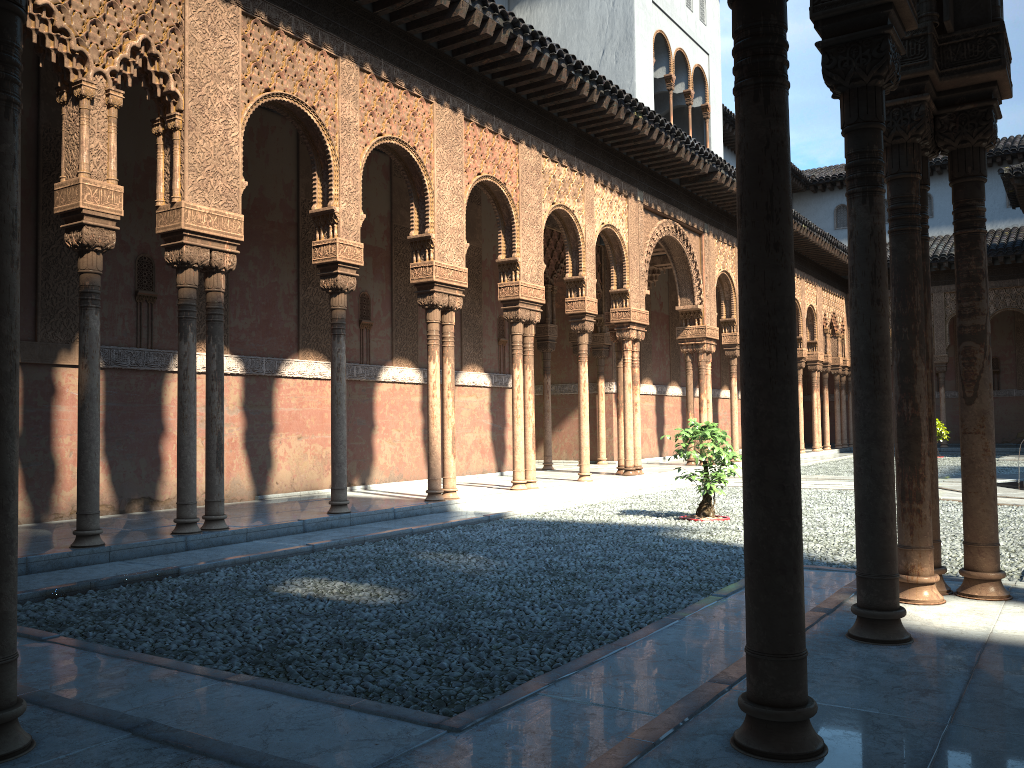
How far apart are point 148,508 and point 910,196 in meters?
9.5
